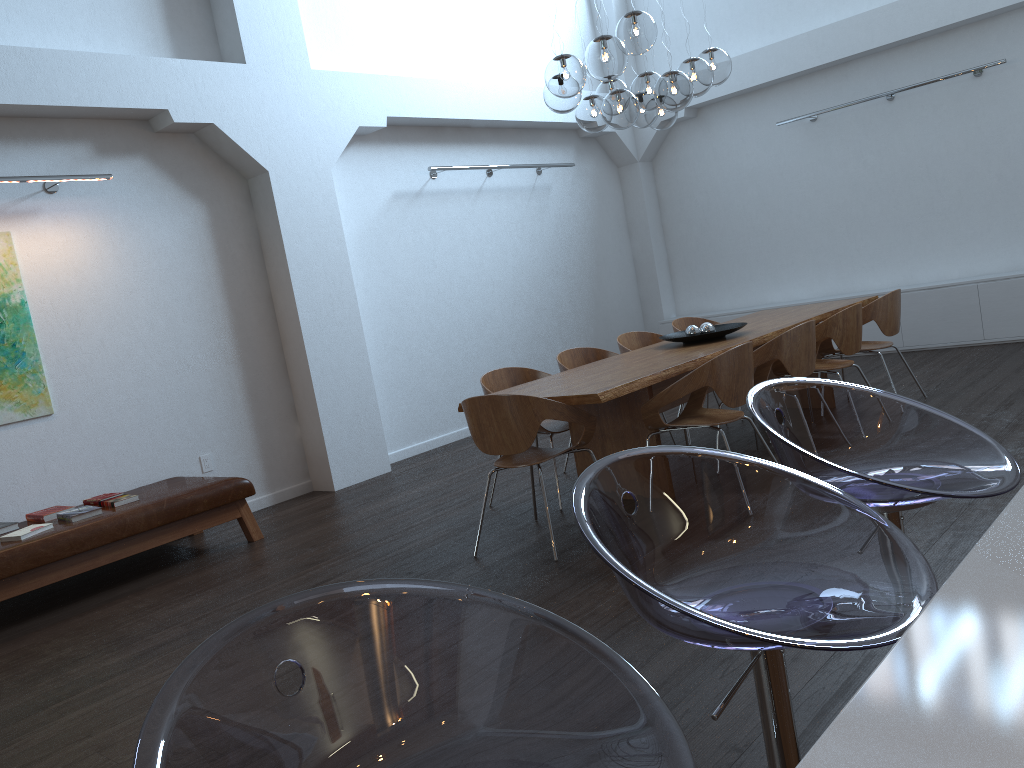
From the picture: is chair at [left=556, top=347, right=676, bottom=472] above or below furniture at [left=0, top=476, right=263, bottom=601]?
above

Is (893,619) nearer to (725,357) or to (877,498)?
(877,498)

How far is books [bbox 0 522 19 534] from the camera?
5.2m

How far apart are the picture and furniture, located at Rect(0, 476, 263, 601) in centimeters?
68cm

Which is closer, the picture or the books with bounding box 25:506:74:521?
the books with bounding box 25:506:74:521

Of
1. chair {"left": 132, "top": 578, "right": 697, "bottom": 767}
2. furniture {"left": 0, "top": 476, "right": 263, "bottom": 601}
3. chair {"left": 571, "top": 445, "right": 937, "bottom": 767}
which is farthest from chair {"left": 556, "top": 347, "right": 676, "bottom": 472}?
chair {"left": 132, "top": 578, "right": 697, "bottom": 767}

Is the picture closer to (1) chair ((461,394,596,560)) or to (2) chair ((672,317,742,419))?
(1) chair ((461,394,596,560))

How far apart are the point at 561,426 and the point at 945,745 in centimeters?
467cm

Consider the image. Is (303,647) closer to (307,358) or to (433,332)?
(307,358)

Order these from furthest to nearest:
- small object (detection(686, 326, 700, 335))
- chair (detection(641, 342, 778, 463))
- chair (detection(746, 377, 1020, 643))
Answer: small object (detection(686, 326, 700, 335)) → chair (detection(641, 342, 778, 463)) → chair (detection(746, 377, 1020, 643))
